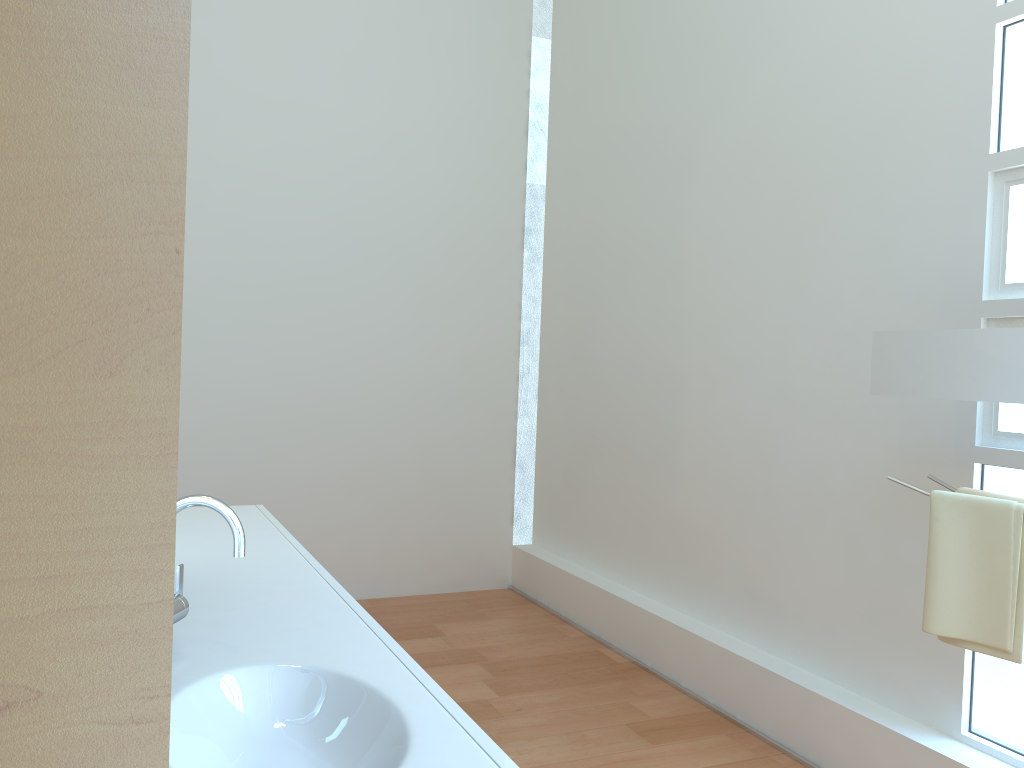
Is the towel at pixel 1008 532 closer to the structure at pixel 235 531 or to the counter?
the counter

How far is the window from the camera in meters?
2.4

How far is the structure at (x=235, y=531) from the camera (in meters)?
1.35

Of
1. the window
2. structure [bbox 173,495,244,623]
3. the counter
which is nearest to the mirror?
the window

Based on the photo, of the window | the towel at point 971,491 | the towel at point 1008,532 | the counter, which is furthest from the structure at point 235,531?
the window

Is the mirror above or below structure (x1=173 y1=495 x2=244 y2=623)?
above

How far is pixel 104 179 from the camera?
0.2m

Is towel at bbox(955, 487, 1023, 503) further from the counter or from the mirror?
the counter

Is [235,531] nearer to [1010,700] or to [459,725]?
[459,725]

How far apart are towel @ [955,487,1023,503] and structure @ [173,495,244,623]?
1.7 meters
